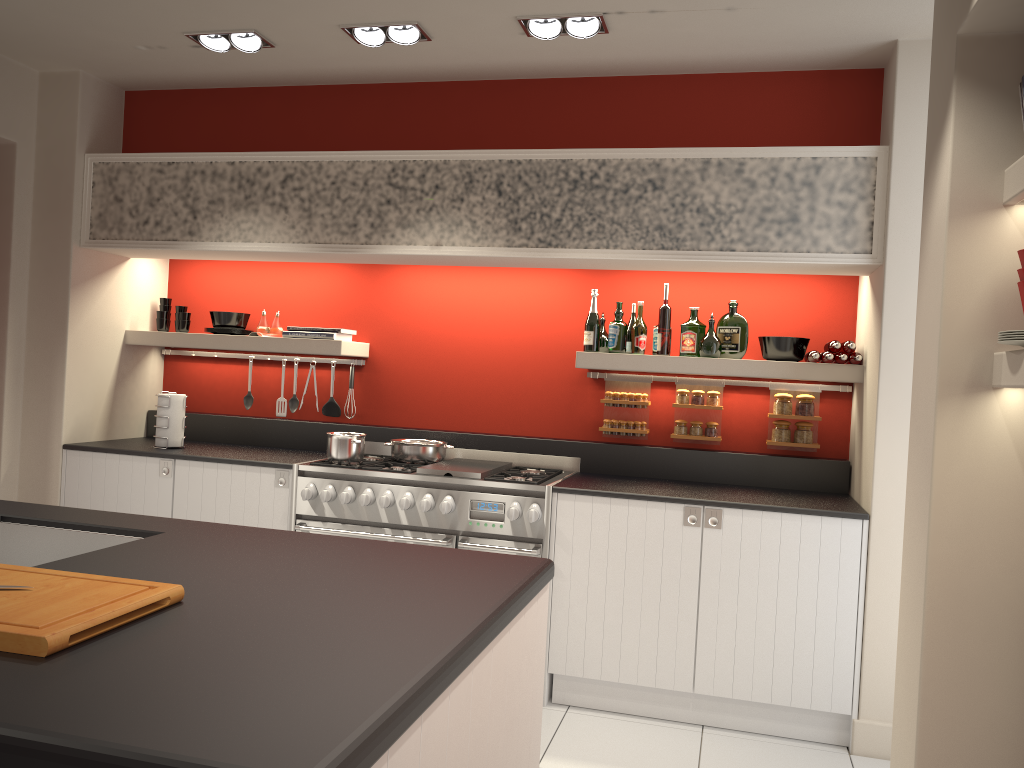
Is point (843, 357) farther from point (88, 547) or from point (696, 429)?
point (88, 547)

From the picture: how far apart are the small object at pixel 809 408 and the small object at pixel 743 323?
0.4m

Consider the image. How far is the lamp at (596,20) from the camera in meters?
3.7 m

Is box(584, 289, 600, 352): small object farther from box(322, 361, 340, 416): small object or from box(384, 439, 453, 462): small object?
box(322, 361, 340, 416): small object

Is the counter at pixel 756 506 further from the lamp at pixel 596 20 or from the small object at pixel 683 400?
the lamp at pixel 596 20

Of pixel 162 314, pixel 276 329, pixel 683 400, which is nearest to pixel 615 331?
pixel 683 400

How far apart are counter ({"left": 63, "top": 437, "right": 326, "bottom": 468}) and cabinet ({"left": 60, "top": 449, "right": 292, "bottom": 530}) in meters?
0.0

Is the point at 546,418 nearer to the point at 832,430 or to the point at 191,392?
the point at 832,430

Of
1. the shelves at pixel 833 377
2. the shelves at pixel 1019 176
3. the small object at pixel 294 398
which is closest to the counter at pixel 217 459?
the small object at pixel 294 398

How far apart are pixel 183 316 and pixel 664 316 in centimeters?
279cm
